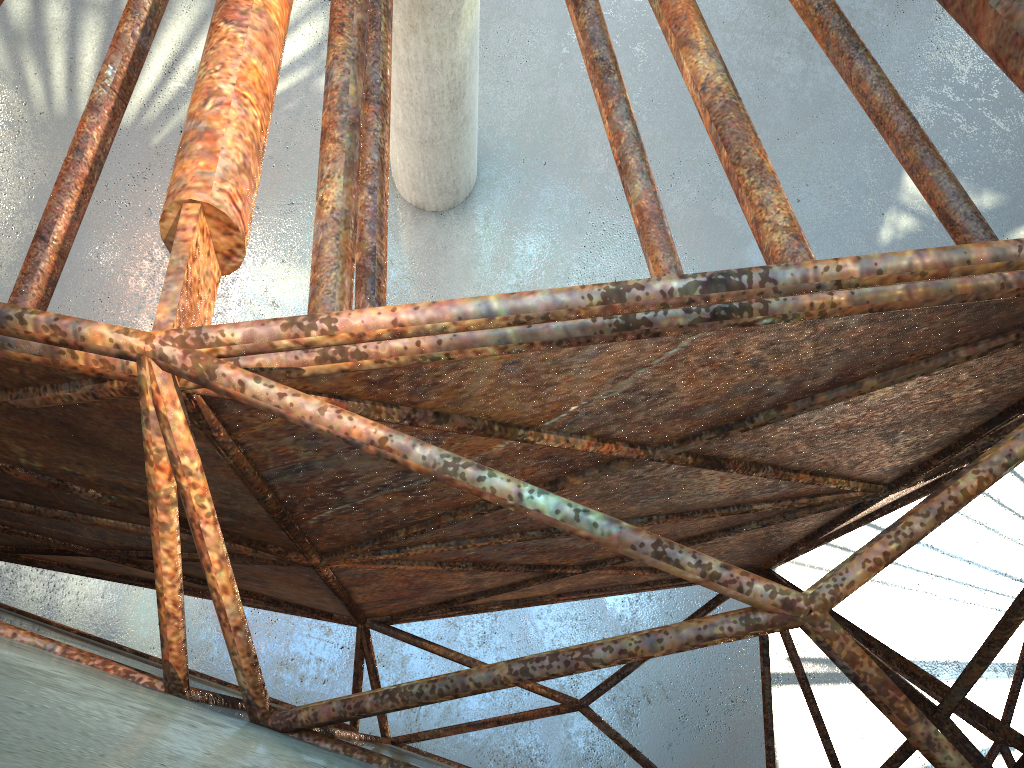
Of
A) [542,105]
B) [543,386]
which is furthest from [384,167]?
[542,105]

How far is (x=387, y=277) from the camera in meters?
21.4 m
